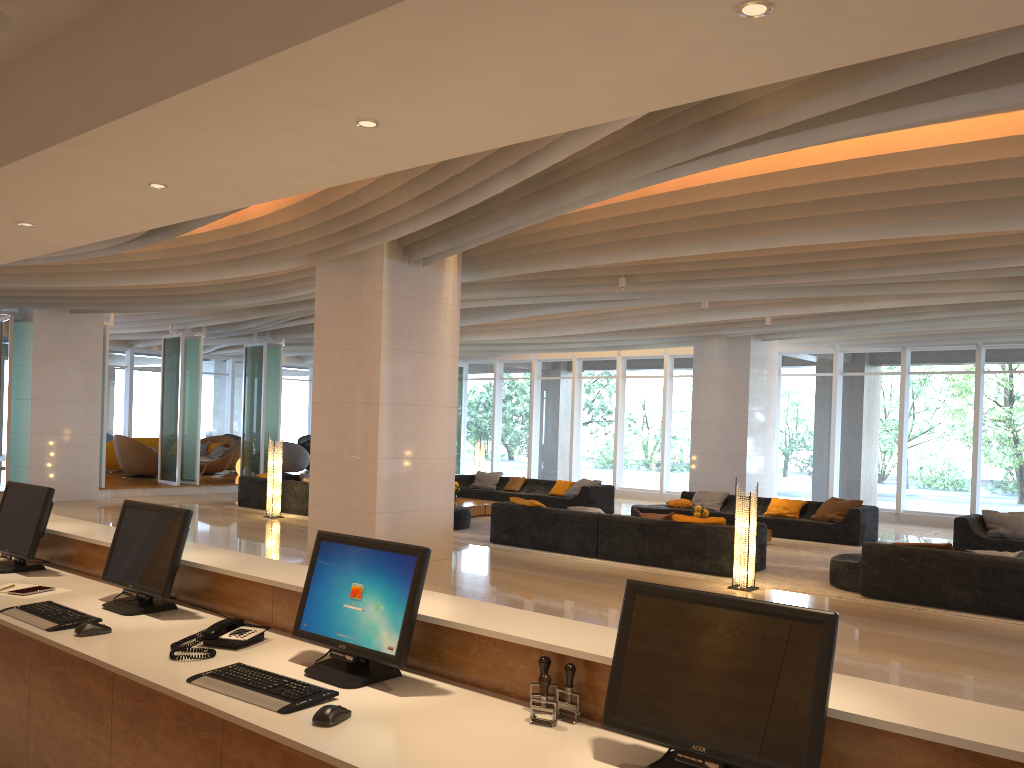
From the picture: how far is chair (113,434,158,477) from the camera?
20.14m

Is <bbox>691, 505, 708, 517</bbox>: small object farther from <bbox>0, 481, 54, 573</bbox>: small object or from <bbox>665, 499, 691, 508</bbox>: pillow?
<bbox>0, 481, 54, 573</bbox>: small object

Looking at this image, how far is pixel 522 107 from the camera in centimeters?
263cm

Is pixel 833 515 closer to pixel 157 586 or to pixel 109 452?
pixel 157 586

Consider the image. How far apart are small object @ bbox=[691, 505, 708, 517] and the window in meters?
6.8 m

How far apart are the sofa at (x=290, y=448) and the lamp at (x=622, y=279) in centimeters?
1428cm

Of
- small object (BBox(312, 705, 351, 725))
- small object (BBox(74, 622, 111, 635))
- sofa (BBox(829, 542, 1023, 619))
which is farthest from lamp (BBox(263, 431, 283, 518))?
small object (BBox(312, 705, 351, 725))

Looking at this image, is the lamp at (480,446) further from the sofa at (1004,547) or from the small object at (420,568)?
the small object at (420,568)

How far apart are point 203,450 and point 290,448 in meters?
2.1 m

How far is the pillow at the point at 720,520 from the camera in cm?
1036
